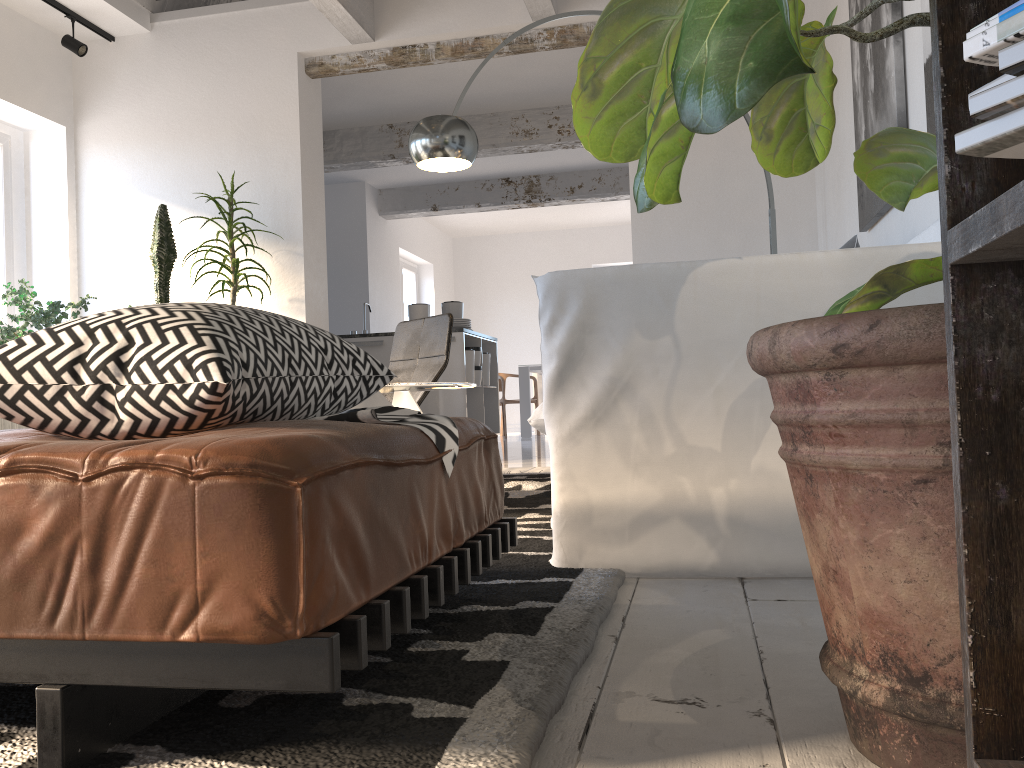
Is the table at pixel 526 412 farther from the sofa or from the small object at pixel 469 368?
the sofa

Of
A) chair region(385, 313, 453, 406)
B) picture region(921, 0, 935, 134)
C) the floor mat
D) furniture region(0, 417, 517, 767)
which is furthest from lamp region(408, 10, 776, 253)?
furniture region(0, 417, 517, 767)

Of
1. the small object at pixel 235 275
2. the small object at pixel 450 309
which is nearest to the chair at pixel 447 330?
the small object at pixel 235 275

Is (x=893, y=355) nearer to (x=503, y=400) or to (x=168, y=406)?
(x=168, y=406)

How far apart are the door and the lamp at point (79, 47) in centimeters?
615cm

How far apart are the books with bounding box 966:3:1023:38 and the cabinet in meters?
6.6

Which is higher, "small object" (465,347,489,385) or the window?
the window

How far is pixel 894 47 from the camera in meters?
2.9

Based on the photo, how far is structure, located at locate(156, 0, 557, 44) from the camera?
5.2m

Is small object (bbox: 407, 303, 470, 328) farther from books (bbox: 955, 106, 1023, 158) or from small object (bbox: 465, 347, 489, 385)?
books (bbox: 955, 106, 1023, 158)
